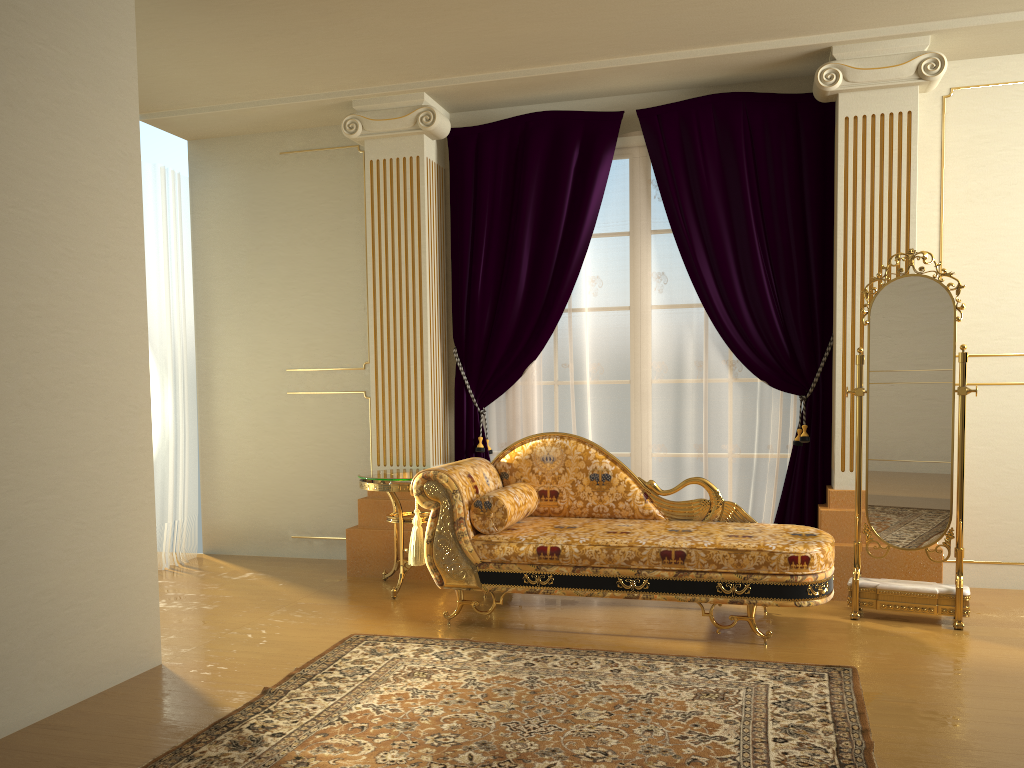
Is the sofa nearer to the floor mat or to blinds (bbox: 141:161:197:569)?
the floor mat

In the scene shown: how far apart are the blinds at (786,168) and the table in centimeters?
42cm

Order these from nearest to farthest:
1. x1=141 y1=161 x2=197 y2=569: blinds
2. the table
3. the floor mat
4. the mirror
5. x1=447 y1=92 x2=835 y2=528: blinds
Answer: the floor mat < the mirror < the table < x1=447 y1=92 x2=835 y2=528: blinds < x1=141 y1=161 x2=197 y2=569: blinds

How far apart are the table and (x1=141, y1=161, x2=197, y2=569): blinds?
1.47m

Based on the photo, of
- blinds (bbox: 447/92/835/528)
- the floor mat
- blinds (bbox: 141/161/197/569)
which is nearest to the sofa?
the floor mat

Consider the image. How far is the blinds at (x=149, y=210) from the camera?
5.5 meters

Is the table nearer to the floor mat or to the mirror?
the floor mat

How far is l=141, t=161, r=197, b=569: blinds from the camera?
5.50m

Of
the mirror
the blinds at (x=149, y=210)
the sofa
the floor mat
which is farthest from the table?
the mirror

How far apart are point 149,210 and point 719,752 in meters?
4.6
